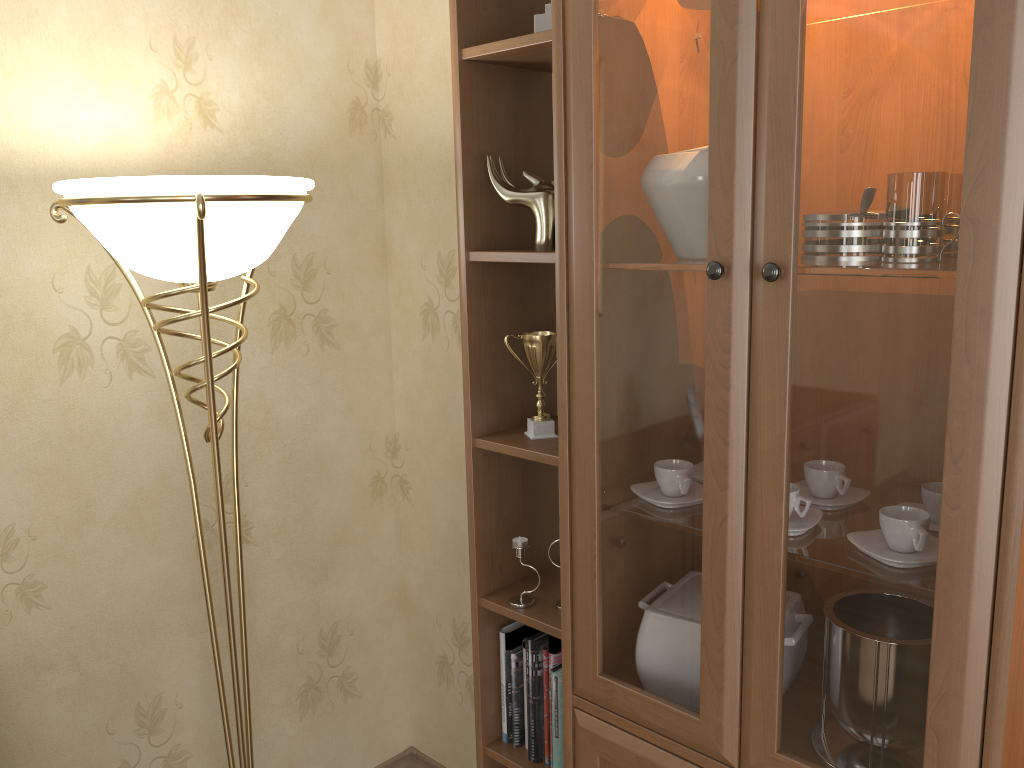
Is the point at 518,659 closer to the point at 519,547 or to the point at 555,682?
the point at 555,682

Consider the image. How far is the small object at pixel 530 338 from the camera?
1.76m

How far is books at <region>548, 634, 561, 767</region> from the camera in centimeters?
181cm

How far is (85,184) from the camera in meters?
1.4

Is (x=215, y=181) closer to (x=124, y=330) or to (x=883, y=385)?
(x=124, y=330)

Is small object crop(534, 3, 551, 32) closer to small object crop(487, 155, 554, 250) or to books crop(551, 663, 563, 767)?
small object crop(487, 155, 554, 250)

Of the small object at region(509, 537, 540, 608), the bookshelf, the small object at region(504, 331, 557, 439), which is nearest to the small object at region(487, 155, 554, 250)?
the bookshelf

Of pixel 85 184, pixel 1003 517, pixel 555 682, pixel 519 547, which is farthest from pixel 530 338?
pixel 1003 517

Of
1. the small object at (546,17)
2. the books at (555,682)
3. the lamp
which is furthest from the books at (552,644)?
the small object at (546,17)

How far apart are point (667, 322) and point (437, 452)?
1.2 meters
